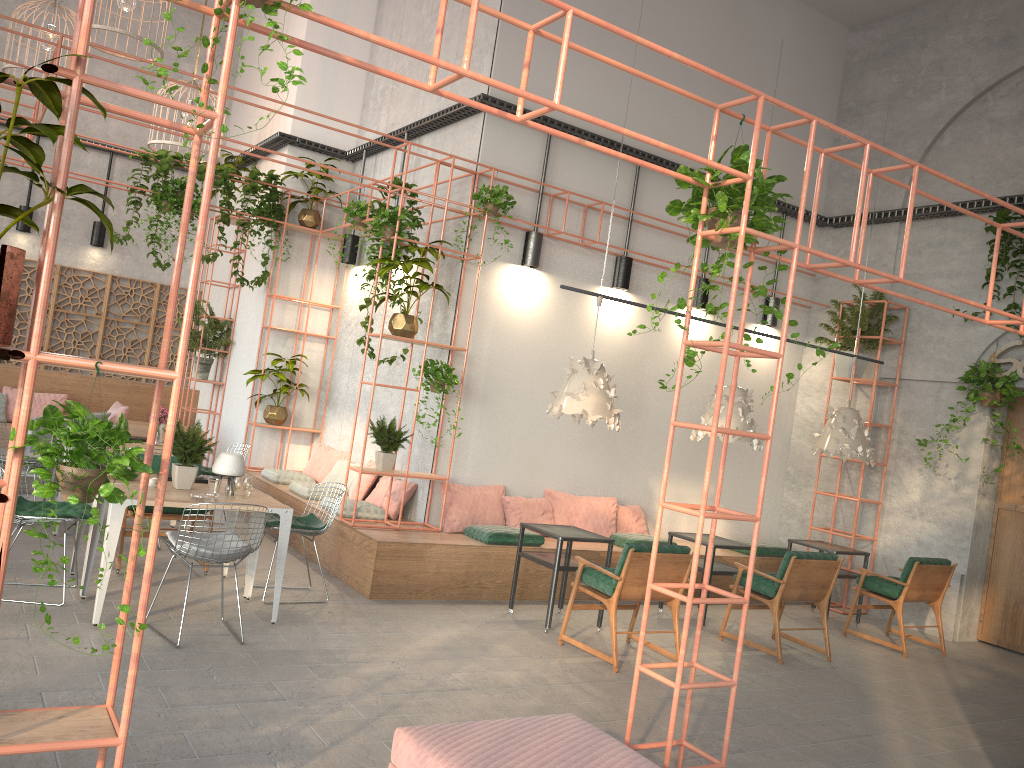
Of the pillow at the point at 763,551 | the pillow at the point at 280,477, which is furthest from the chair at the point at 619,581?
Result: the pillow at the point at 280,477

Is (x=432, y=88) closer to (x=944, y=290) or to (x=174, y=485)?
(x=174, y=485)

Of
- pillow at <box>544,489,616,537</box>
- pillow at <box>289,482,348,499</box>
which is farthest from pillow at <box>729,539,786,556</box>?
pillow at <box>289,482,348,499</box>

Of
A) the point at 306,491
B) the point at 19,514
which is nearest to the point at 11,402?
the point at 306,491

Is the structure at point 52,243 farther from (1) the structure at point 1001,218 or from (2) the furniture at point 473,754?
(1) the structure at point 1001,218

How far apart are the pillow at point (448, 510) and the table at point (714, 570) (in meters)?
1.77

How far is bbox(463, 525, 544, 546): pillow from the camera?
8.21m

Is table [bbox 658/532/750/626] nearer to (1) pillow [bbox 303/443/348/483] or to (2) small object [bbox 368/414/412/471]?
(2) small object [bbox 368/414/412/471]

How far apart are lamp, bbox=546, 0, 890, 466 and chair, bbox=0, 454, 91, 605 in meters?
3.7 m

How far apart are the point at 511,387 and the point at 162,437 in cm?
597
